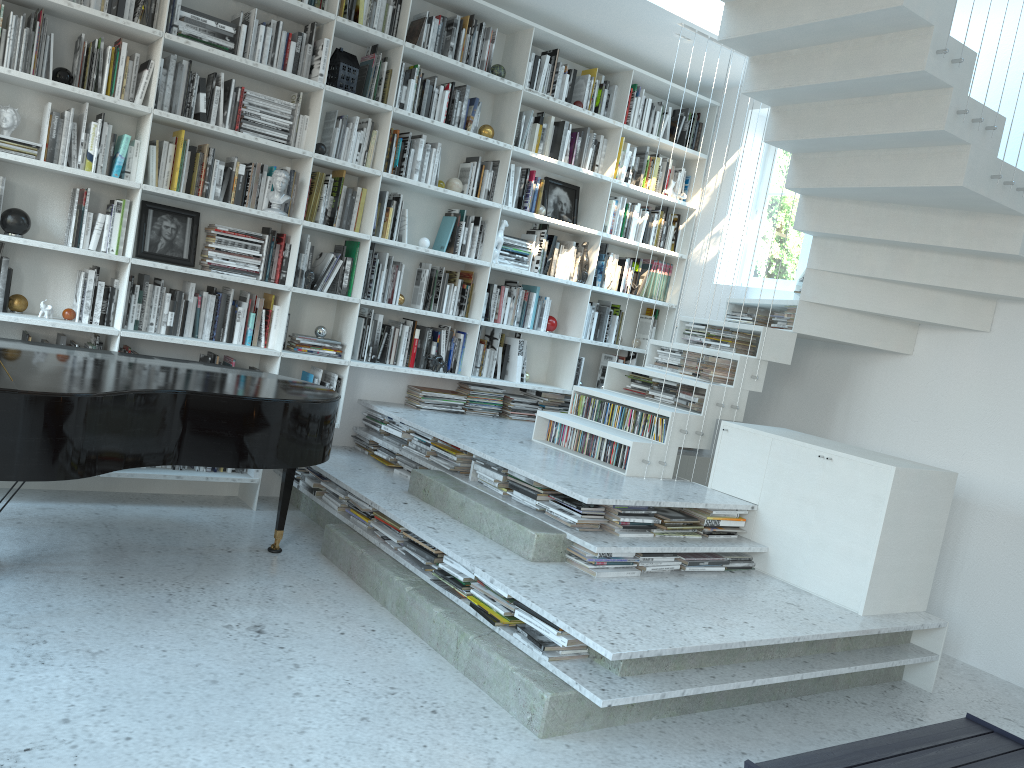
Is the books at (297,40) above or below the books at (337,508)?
above

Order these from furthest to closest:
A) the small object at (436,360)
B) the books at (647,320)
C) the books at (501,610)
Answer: the books at (647,320) < the small object at (436,360) < the books at (501,610)

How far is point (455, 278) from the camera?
5.63m

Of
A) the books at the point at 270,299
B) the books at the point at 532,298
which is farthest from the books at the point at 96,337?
the books at the point at 532,298

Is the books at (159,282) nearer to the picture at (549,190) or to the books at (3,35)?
the books at (3,35)

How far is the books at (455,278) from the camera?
5.6m

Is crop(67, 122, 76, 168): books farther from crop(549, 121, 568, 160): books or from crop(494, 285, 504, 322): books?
crop(549, 121, 568, 160): books

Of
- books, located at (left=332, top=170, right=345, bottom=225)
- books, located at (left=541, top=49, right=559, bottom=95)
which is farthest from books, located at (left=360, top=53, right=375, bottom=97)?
books, located at (left=541, top=49, right=559, bottom=95)

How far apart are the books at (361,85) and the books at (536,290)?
1.70m

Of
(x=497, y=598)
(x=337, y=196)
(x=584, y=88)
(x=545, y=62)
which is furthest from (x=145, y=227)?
(x=584, y=88)
